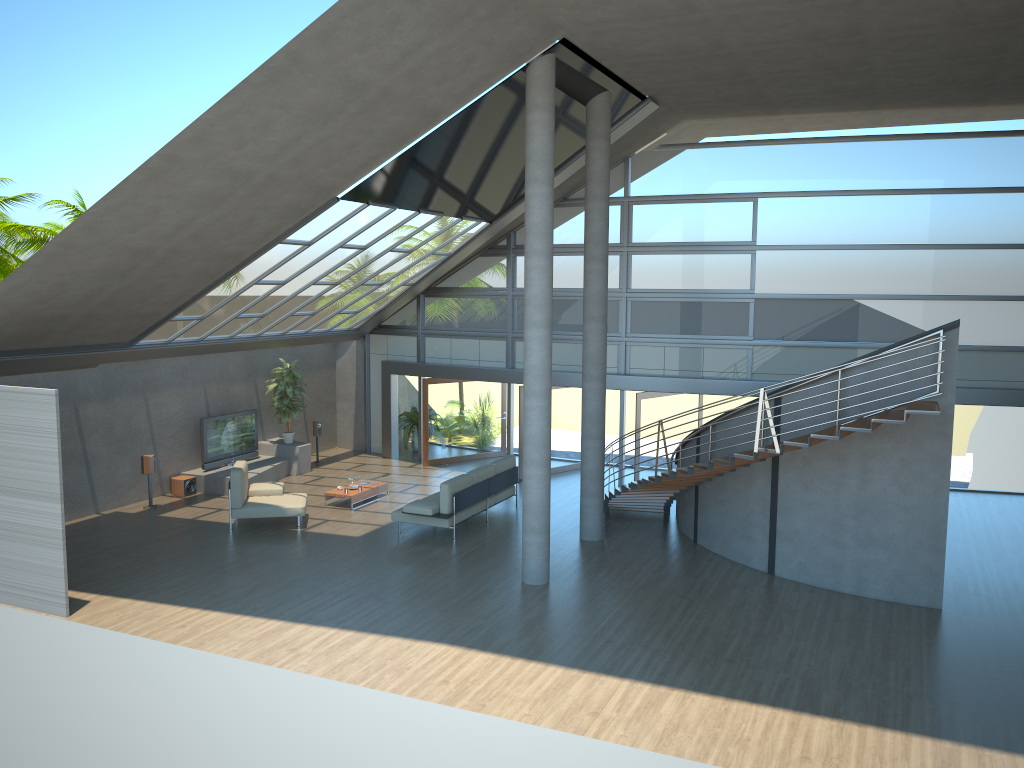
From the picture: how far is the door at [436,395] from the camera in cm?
1979

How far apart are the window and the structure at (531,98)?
6.2m

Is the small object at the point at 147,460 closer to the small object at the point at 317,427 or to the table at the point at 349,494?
the table at the point at 349,494

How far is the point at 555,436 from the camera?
19.0 meters

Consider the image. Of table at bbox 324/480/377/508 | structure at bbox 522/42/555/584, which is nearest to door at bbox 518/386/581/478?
table at bbox 324/480/377/508

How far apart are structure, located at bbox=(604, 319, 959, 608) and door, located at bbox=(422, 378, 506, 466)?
5.5 meters

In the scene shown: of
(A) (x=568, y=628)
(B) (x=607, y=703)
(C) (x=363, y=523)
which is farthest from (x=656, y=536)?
(B) (x=607, y=703)

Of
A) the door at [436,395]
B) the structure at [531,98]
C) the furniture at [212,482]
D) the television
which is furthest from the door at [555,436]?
the structure at [531,98]

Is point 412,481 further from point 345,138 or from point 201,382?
point 345,138

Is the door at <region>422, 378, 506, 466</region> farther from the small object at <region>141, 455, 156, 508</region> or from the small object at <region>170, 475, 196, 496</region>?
the small object at <region>141, 455, 156, 508</region>
